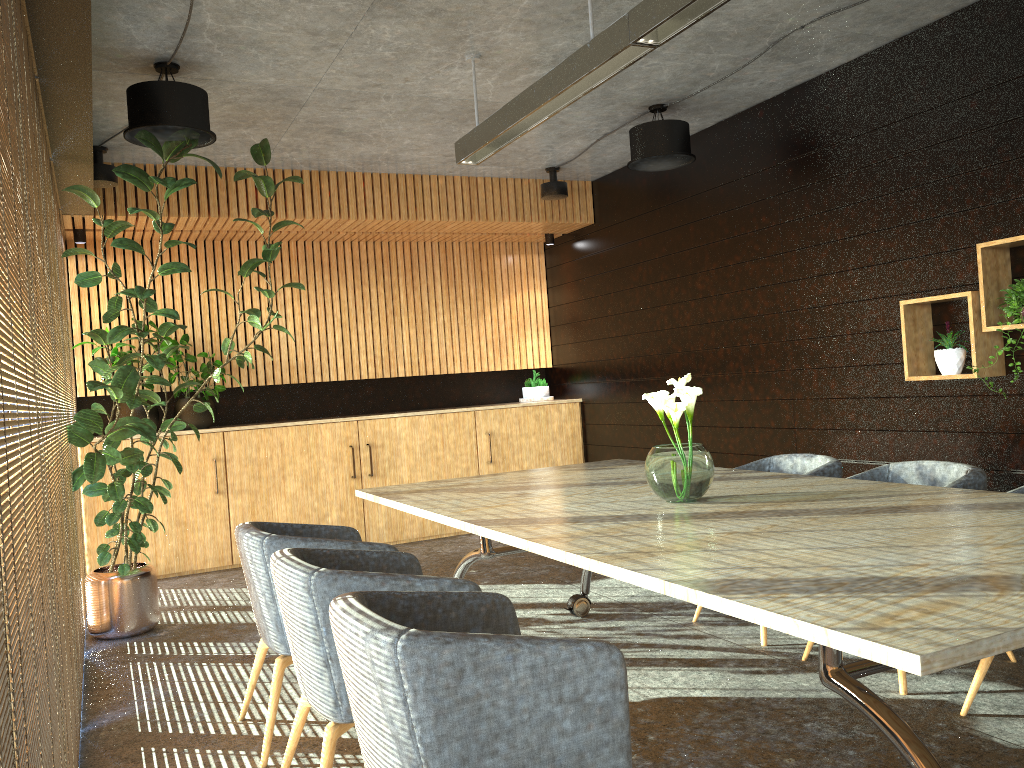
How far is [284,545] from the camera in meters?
3.7 m

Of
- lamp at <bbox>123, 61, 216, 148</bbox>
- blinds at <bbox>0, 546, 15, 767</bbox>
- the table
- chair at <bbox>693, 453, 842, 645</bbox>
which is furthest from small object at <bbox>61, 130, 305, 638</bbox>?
blinds at <bbox>0, 546, 15, 767</bbox>

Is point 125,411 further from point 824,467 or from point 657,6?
point 657,6

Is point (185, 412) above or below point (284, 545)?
above

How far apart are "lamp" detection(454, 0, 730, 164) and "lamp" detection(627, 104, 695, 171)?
1.6m

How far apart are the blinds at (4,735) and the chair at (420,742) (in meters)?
0.79

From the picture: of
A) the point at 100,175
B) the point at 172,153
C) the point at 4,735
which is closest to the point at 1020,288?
the point at 172,153

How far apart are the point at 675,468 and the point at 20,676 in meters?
2.6

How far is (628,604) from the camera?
5.8m

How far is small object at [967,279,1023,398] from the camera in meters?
4.7
